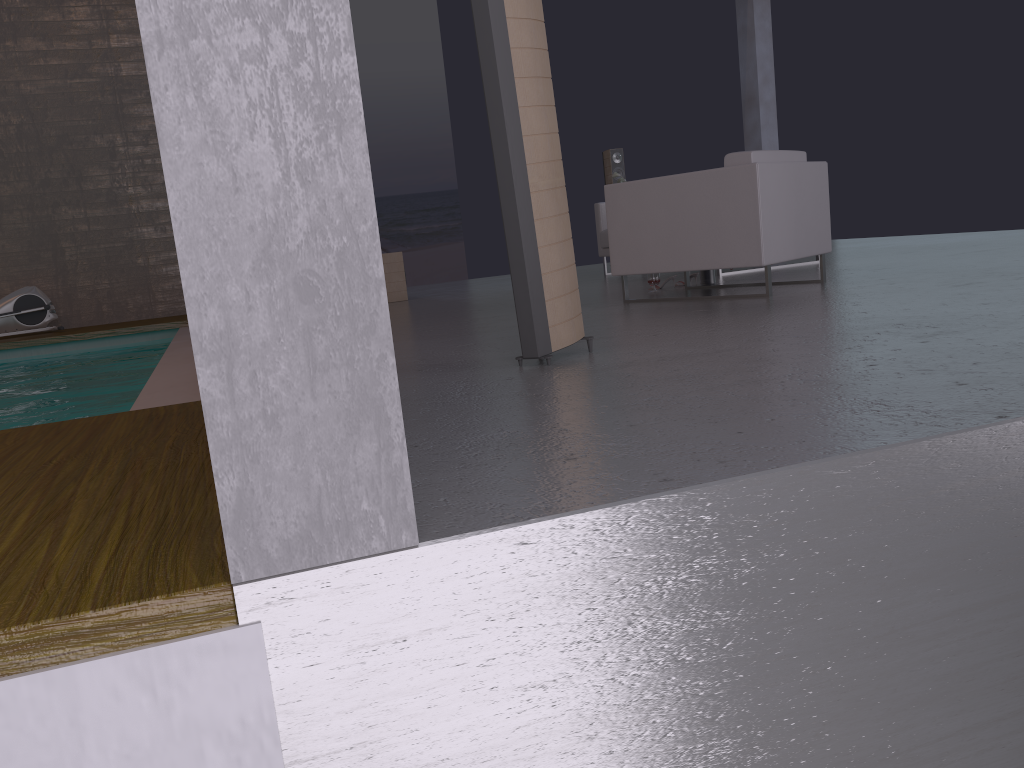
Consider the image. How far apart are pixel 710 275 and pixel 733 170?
1.4m

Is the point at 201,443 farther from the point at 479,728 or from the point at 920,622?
the point at 920,622

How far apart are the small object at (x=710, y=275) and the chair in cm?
93

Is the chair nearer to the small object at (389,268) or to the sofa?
the small object at (389,268)

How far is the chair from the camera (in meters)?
4.76

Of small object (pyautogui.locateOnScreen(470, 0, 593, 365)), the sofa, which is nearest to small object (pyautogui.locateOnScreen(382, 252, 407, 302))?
the sofa

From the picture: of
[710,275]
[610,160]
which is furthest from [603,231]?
[710,275]

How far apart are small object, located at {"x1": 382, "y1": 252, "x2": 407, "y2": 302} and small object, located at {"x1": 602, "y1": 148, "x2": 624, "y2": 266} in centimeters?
316cm

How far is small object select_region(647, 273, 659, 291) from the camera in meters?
6.1

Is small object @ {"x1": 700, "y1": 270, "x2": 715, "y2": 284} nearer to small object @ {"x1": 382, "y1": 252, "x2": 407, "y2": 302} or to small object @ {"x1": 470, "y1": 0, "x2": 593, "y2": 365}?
small object @ {"x1": 470, "y1": 0, "x2": 593, "y2": 365}
